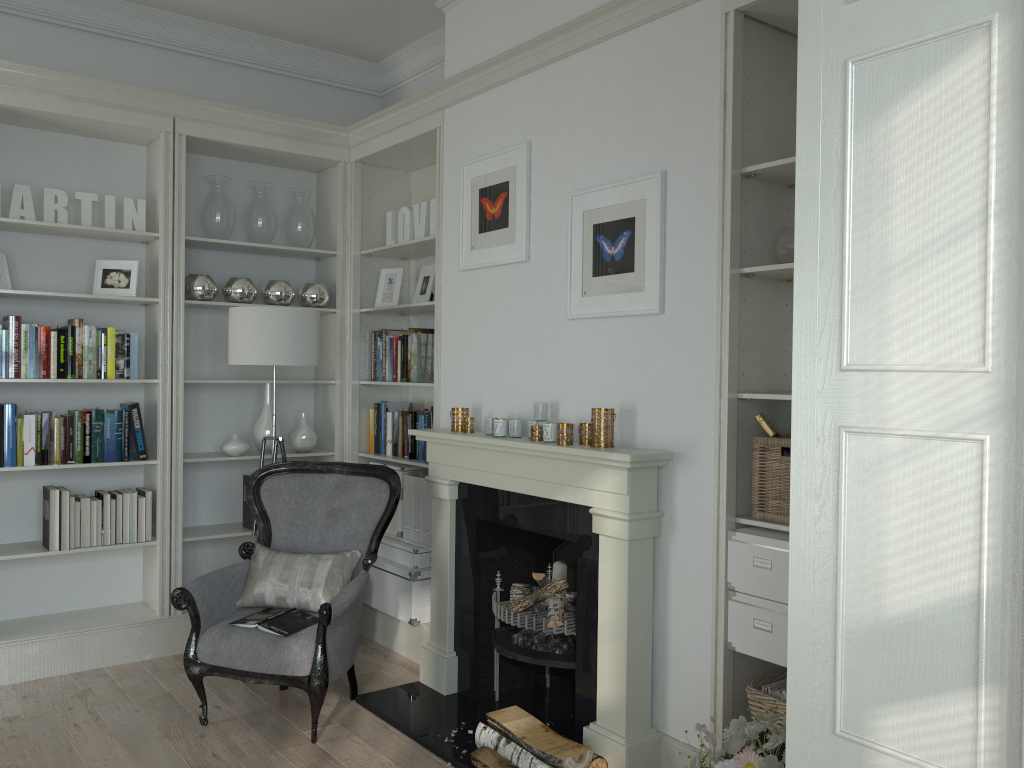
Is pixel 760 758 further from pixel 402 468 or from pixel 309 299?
pixel 309 299

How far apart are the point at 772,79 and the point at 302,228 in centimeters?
289cm

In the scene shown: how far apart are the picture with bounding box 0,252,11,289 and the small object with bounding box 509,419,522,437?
2.53m

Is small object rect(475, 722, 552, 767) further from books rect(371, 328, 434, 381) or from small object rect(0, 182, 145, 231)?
small object rect(0, 182, 145, 231)

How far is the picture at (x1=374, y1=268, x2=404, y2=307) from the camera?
4.9 meters

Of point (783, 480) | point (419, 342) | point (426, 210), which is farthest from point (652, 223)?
point (419, 342)

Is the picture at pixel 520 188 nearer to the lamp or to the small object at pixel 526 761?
the lamp

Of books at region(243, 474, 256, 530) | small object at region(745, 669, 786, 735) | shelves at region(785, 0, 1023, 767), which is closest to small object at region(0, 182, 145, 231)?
books at region(243, 474, 256, 530)

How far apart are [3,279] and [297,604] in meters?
2.1

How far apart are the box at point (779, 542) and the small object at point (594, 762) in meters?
0.8 m
